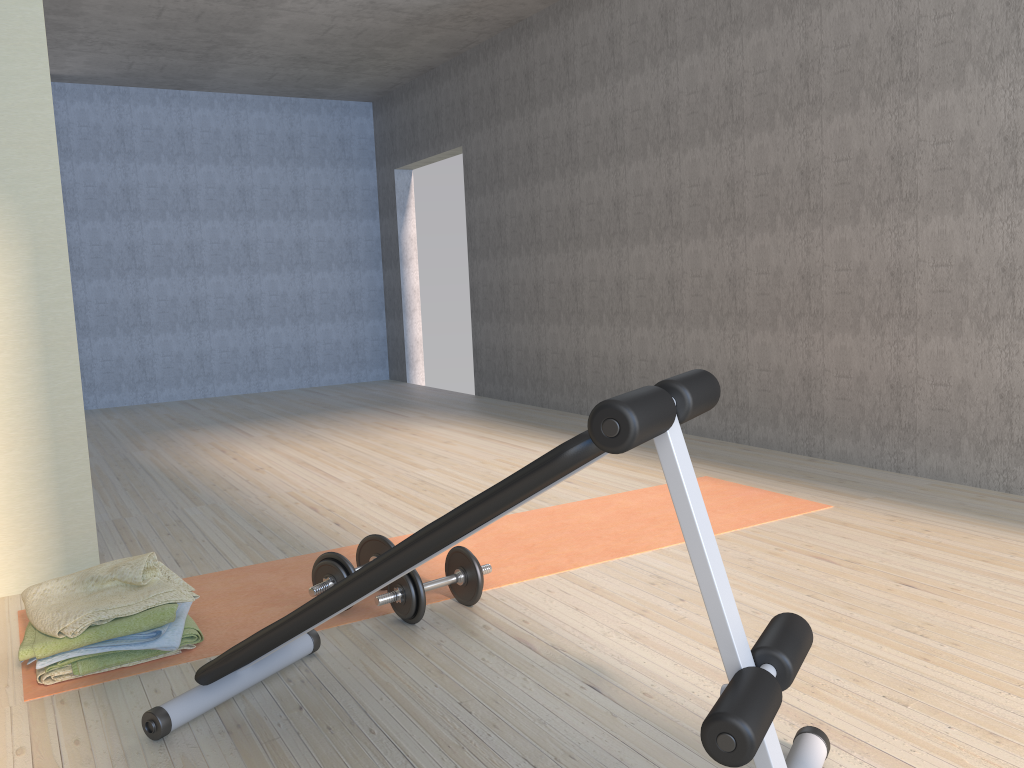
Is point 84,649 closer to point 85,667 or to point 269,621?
point 85,667

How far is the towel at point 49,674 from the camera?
2.2 meters

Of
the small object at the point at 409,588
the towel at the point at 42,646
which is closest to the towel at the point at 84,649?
the towel at the point at 42,646

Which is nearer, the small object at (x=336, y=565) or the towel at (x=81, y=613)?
the towel at (x=81, y=613)

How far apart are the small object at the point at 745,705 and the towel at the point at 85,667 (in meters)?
0.30

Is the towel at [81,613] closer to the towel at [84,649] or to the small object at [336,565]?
the towel at [84,649]

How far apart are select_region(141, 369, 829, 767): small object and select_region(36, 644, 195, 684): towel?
0.4 meters

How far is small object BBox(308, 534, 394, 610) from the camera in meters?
2.5 m

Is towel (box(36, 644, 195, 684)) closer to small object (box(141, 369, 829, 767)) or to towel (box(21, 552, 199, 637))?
towel (box(21, 552, 199, 637))

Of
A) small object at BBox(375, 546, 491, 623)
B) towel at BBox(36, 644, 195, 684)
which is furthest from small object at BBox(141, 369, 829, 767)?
towel at BBox(36, 644, 195, 684)
